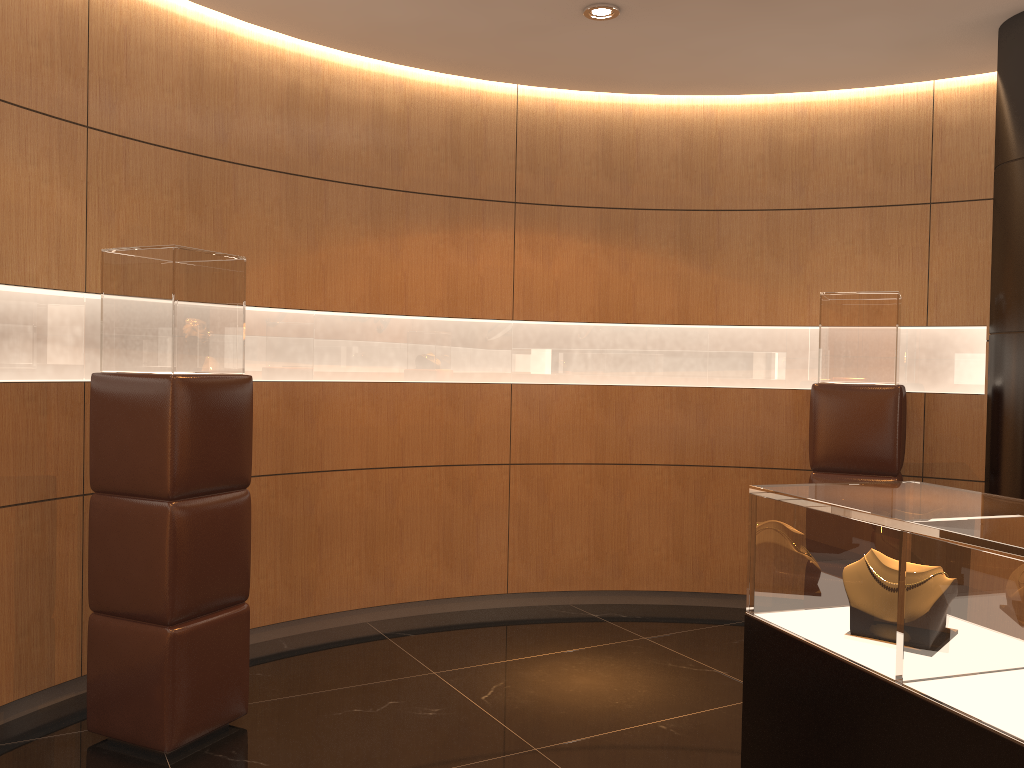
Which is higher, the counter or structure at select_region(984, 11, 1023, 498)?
structure at select_region(984, 11, 1023, 498)

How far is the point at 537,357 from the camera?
5.7 meters

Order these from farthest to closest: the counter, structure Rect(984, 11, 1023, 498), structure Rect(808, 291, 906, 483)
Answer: structure Rect(808, 291, 906, 483) < structure Rect(984, 11, 1023, 498) < the counter

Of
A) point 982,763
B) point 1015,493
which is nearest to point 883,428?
point 1015,493

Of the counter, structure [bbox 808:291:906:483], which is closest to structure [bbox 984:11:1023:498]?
structure [bbox 808:291:906:483]

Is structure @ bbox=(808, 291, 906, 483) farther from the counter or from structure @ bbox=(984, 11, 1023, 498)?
the counter

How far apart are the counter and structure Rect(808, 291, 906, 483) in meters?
2.2

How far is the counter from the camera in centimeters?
179cm

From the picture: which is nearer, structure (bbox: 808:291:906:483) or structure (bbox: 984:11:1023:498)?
structure (bbox: 984:11:1023:498)

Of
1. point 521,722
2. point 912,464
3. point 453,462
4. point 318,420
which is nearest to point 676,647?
point 521,722
